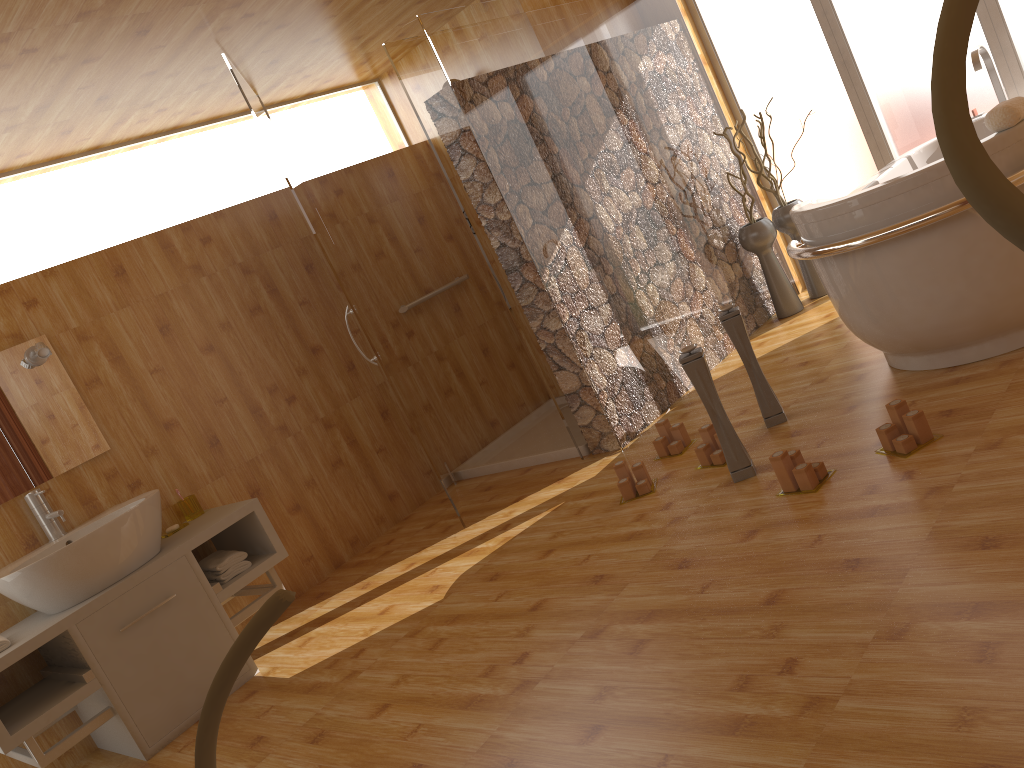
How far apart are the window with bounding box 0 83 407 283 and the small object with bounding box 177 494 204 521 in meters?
1.2

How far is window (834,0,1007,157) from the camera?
4.4 meters

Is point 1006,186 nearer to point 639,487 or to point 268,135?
point 639,487

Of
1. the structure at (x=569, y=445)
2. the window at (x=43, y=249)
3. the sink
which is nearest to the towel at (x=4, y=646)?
the sink

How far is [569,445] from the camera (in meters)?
4.32

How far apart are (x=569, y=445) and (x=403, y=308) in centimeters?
119cm

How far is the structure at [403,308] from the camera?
4.8 meters

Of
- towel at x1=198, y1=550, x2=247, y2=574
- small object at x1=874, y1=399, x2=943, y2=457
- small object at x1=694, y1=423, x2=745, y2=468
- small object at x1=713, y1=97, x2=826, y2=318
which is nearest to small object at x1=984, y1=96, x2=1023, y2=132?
small object at x1=874, y1=399, x2=943, y2=457

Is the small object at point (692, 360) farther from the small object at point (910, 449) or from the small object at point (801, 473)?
the small object at point (910, 449)

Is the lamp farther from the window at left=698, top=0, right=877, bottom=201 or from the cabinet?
the window at left=698, top=0, right=877, bottom=201
